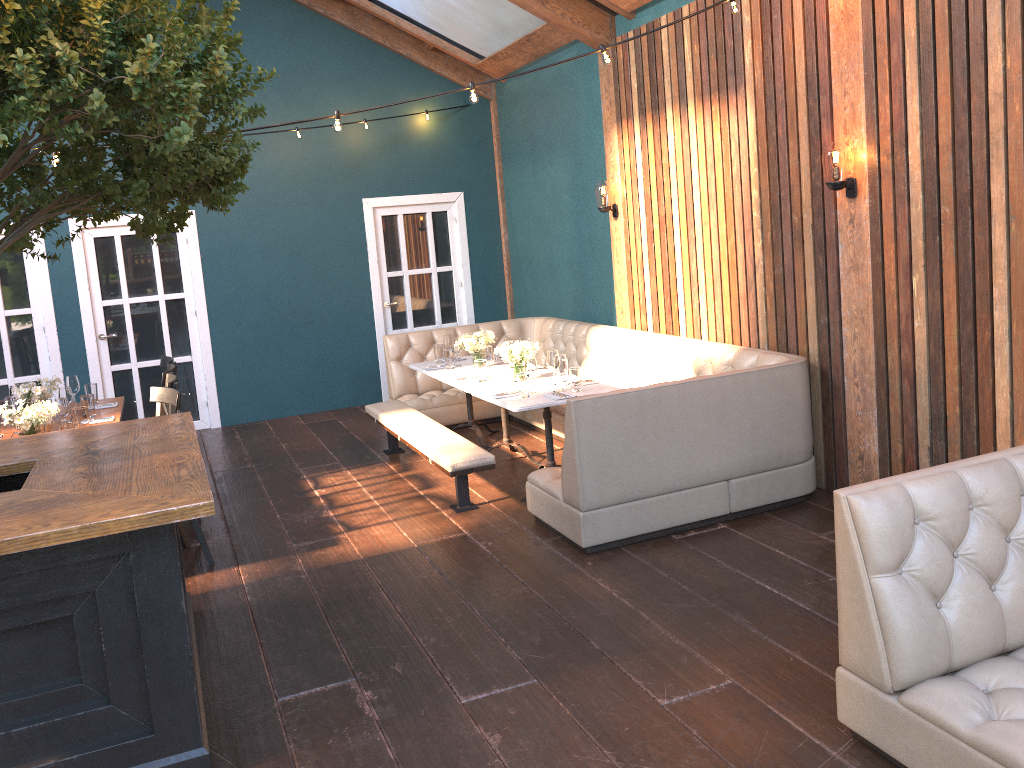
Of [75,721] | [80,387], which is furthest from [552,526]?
[80,387]

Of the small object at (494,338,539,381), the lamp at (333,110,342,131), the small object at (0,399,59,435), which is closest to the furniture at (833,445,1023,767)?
the lamp at (333,110,342,131)

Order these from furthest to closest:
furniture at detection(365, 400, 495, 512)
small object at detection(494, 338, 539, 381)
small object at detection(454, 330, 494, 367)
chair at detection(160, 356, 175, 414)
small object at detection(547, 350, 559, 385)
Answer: small object at detection(454, 330, 494, 367), chair at detection(160, 356, 175, 414), small object at detection(494, 338, 539, 381), small object at detection(547, 350, 559, 385), furniture at detection(365, 400, 495, 512)

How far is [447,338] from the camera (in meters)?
7.51

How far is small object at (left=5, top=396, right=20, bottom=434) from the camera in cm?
567

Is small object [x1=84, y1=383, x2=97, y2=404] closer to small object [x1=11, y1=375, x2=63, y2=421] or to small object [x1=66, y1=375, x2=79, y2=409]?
small object [x1=66, y1=375, x2=79, y2=409]

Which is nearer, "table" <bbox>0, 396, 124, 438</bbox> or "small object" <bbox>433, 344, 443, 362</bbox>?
"table" <bbox>0, 396, 124, 438</bbox>

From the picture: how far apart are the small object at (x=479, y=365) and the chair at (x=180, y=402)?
2.2m

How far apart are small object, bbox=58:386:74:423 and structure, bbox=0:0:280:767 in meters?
1.9

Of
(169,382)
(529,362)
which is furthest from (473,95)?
(169,382)
